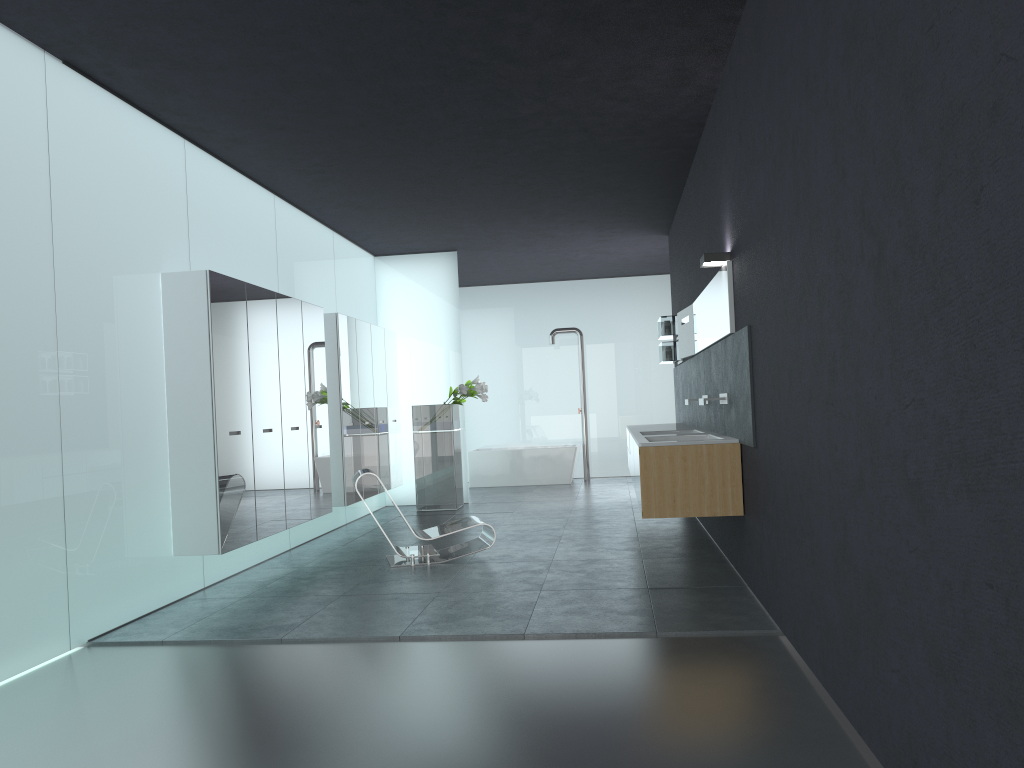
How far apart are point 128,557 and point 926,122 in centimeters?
575cm

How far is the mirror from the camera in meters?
6.6 m

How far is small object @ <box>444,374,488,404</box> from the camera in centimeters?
1218cm

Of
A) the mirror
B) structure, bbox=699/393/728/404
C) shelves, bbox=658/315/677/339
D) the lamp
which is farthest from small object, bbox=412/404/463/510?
the lamp

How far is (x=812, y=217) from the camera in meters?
4.0

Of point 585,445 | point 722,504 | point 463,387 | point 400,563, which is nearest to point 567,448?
point 585,445

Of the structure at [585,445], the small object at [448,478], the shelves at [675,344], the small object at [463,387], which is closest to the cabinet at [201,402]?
the small object at [448,478]

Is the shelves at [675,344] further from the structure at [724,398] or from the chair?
the structure at [724,398]

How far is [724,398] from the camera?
6.98m

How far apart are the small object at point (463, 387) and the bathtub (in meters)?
3.10
